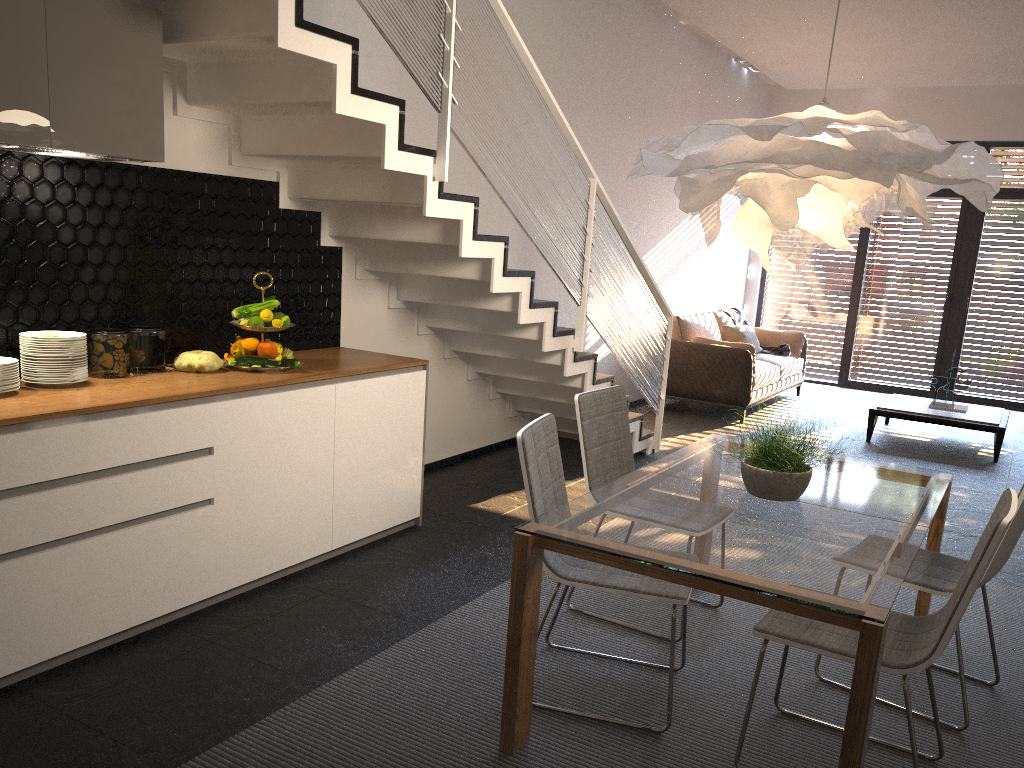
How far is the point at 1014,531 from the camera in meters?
2.9 m

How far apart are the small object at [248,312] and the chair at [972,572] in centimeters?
242cm

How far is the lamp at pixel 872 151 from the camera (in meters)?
2.46

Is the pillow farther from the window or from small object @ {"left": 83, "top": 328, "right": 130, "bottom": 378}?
small object @ {"left": 83, "top": 328, "right": 130, "bottom": 378}

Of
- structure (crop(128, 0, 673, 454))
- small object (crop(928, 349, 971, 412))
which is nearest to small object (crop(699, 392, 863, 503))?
structure (crop(128, 0, 673, 454))

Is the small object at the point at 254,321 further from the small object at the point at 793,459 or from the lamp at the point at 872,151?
the small object at the point at 793,459

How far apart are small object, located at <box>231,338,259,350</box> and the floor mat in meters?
1.4 m

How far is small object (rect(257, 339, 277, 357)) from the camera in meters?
3.8 m

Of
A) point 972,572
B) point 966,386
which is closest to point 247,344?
point 972,572

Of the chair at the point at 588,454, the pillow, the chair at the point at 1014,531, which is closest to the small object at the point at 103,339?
the chair at the point at 588,454
